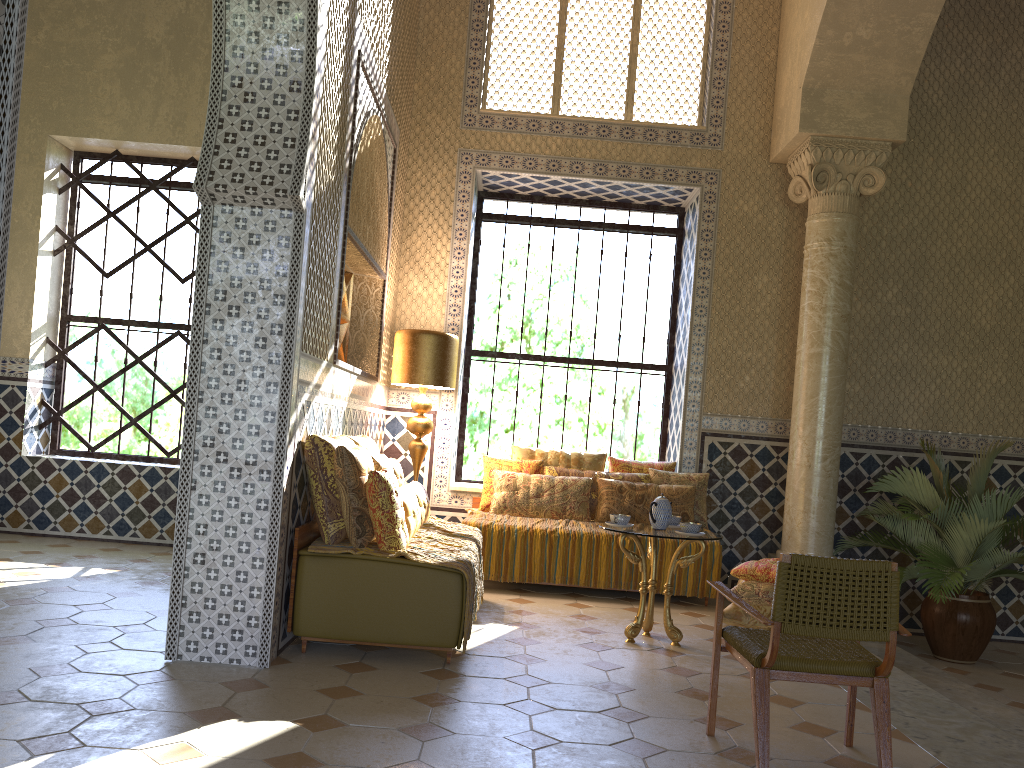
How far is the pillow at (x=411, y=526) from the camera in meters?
7.2

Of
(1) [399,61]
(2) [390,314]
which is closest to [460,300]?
(2) [390,314]

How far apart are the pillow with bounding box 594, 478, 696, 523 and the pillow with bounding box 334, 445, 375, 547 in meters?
3.9

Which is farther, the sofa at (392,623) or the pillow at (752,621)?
the pillow at (752,621)

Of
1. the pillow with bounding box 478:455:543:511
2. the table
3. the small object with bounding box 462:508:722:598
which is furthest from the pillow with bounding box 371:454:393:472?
the pillow with bounding box 478:455:543:511

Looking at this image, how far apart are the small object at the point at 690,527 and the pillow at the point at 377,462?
2.6 meters

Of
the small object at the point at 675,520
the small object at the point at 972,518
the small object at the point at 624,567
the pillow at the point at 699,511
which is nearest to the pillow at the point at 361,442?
the small object at the point at 624,567

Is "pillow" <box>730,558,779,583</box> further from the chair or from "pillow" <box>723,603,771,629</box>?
the chair

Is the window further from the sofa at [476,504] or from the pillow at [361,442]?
the pillow at [361,442]

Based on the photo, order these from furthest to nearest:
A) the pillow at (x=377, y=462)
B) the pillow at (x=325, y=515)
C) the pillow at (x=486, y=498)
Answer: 1. the pillow at (x=486, y=498)
2. the pillow at (x=377, y=462)
3. the pillow at (x=325, y=515)
